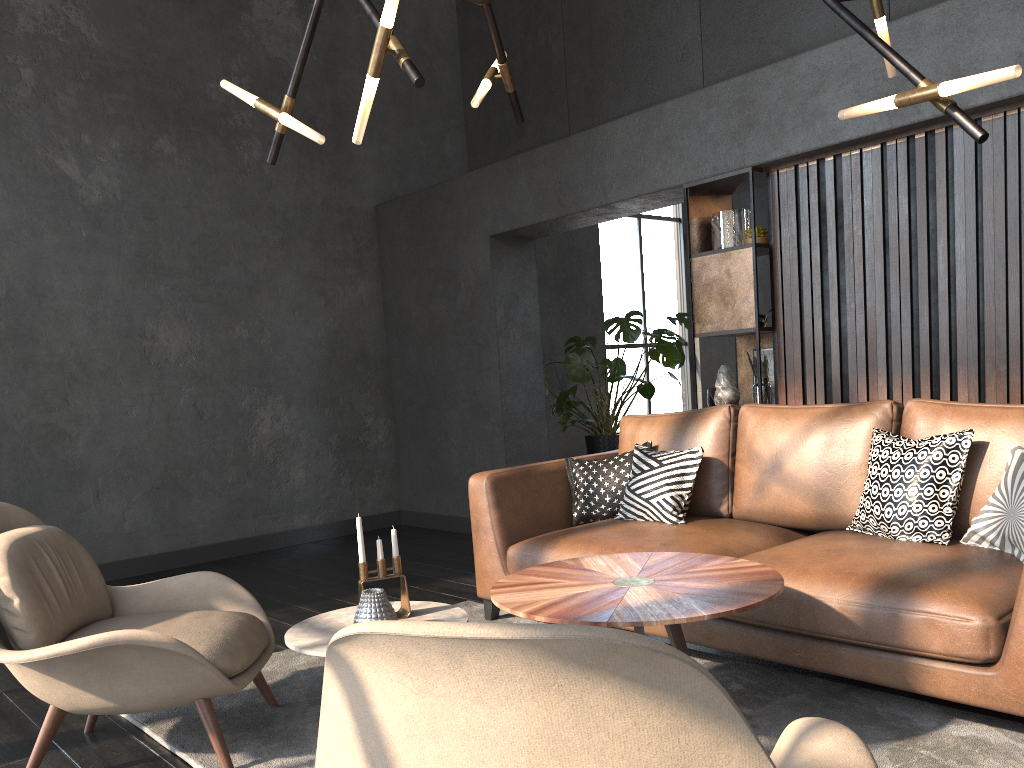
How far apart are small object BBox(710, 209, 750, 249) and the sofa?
1.20m

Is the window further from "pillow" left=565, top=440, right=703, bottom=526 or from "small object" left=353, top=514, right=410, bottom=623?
"small object" left=353, top=514, right=410, bottom=623

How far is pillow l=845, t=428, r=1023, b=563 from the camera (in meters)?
2.74

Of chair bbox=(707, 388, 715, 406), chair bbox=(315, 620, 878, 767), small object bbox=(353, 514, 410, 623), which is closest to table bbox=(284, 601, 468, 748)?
small object bbox=(353, 514, 410, 623)

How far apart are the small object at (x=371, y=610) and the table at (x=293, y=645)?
0.02m

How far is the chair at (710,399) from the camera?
8.06m

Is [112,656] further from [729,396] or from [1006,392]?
[1006,392]

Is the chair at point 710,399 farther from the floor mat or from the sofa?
the floor mat

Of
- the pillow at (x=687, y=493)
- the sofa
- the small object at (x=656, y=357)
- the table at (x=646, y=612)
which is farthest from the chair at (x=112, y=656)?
the small object at (x=656, y=357)

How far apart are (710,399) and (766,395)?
3.4 meters
